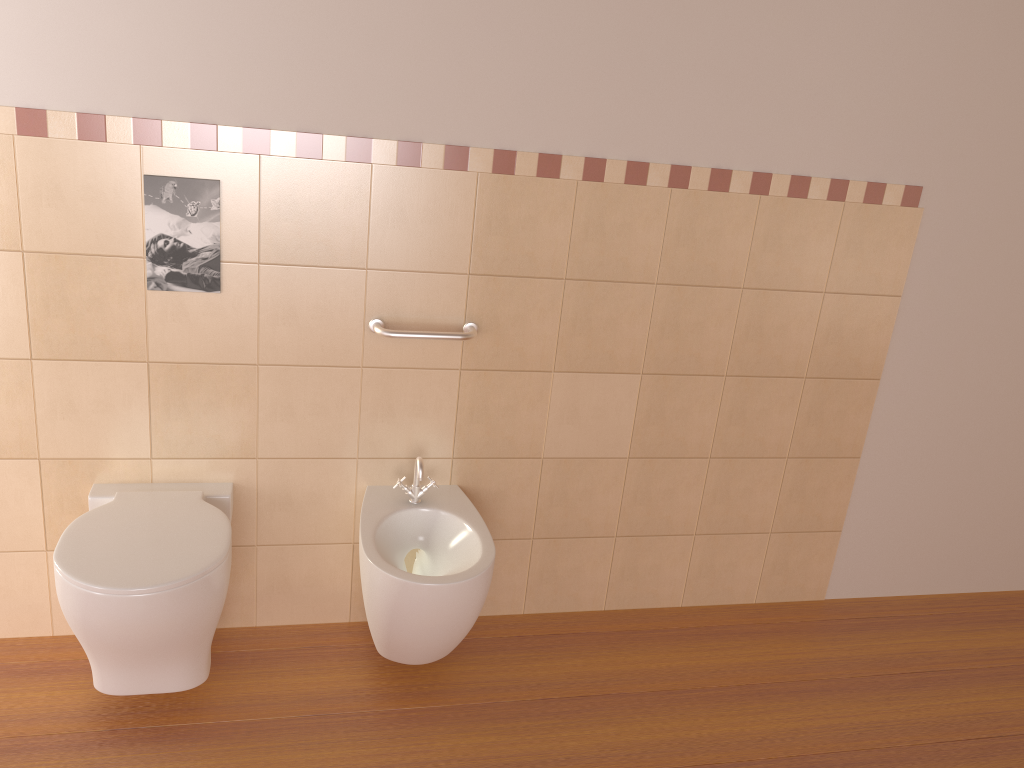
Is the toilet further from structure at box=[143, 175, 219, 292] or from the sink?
structure at box=[143, 175, 219, 292]

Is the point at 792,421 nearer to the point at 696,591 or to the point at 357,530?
the point at 696,591

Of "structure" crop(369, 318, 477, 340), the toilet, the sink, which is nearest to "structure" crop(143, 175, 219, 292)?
"structure" crop(369, 318, 477, 340)

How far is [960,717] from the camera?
2.5 meters

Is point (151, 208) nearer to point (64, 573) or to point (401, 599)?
point (64, 573)

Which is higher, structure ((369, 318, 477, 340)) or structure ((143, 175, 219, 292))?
structure ((143, 175, 219, 292))

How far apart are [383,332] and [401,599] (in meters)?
0.67

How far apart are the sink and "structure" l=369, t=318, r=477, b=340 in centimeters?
33cm

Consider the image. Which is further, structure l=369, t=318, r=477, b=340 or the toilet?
structure l=369, t=318, r=477, b=340

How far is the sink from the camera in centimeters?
209cm
